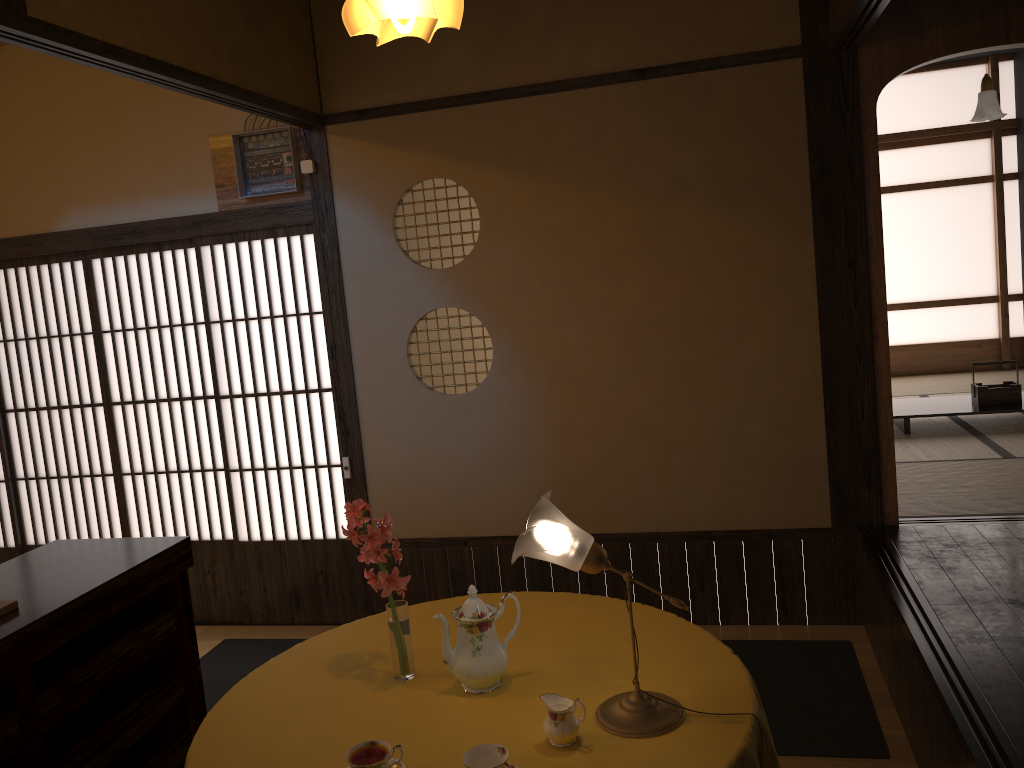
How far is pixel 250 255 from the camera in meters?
4.3 m

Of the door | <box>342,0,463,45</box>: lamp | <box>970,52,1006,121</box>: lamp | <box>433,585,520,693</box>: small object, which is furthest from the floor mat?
<box>970,52,1006,121</box>: lamp

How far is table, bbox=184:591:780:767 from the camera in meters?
1.9 m

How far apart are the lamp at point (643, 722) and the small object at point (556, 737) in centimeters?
8cm

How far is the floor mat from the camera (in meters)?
3.03

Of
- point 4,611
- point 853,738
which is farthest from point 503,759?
point 853,738

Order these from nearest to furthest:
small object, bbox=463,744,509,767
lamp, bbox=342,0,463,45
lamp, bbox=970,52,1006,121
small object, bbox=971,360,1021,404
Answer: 1. small object, bbox=463,744,509,767
2. lamp, bbox=342,0,463,45
3. lamp, bbox=970,52,1006,121
4. small object, bbox=971,360,1021,404

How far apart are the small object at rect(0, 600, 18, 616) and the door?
2.2 meters

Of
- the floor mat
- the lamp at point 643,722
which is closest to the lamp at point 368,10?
the lamp at point 643,722

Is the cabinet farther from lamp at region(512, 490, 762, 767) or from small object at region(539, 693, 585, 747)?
small object at region(539, 693, 585, 747)
